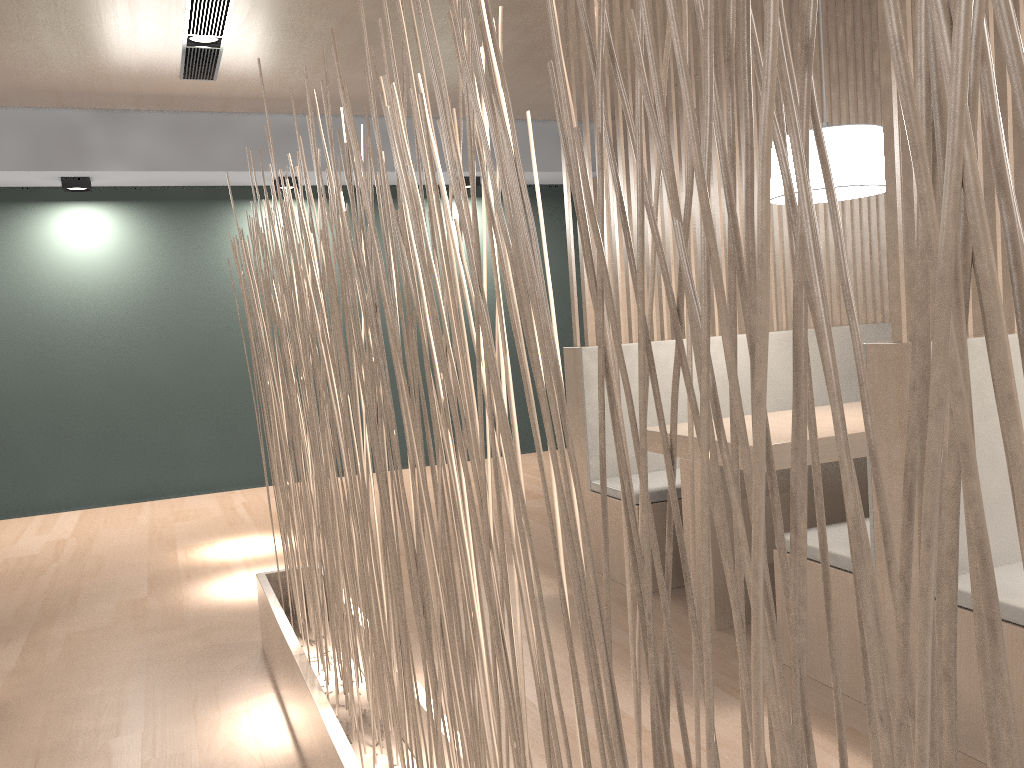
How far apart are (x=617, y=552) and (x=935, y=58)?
2.00m

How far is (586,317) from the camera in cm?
232

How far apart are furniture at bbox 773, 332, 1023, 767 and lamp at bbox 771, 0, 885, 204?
0.6 meters

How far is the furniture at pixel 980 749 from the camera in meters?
1.2 m

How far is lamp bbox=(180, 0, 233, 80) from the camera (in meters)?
2.59

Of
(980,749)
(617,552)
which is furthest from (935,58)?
(617,552)

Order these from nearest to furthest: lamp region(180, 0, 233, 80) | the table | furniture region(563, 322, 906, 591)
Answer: the table
furniture region(563, 322, 906, 591)
lamp region(180, 0, 233, 80)

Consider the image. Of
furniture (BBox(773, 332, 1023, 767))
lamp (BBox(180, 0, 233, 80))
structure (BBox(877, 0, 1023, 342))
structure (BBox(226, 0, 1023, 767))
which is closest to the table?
furniture (BBox(773, 332, 1023, 767))

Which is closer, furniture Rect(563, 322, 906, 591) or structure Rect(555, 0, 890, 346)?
furniture Rect(563, 322, 906, 591)

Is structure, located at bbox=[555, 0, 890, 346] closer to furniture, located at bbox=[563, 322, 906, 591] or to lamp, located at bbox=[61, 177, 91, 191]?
furniture, located at bbox=[563, 322, 906, 591]
